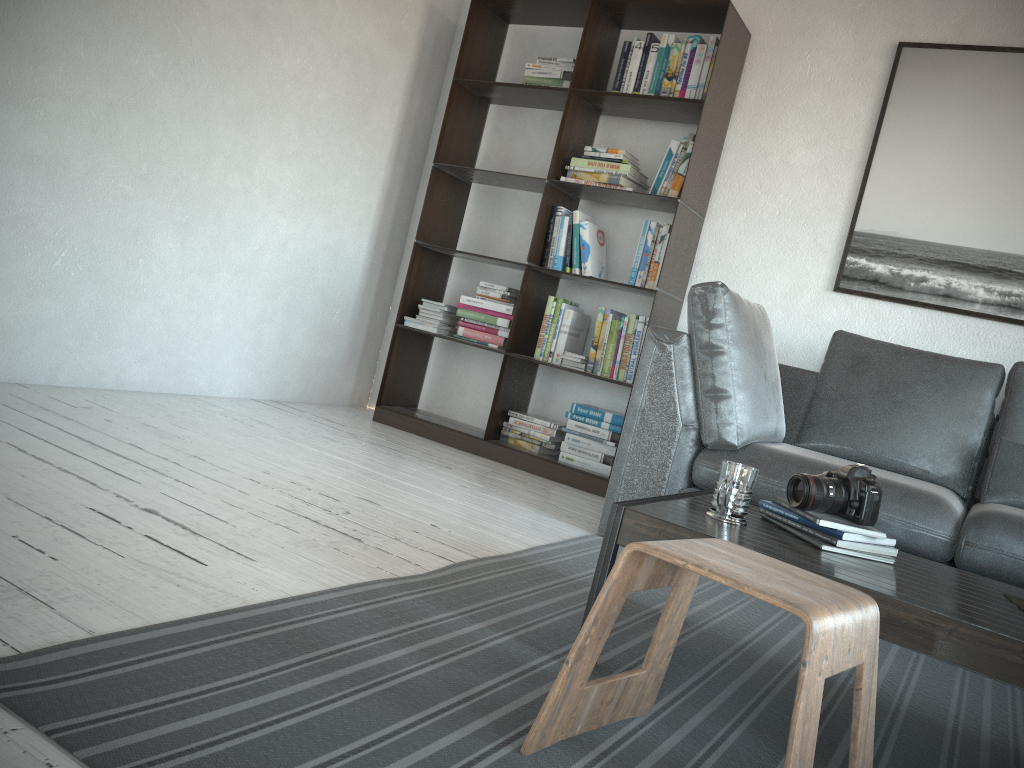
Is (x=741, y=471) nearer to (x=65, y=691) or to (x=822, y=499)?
(x=822, y=499)

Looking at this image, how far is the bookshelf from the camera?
3.76m

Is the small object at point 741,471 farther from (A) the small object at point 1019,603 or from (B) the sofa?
(B) the sofa

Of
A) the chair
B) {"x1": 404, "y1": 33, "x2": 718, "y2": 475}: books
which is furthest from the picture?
the chair

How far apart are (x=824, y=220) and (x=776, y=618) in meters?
2.0

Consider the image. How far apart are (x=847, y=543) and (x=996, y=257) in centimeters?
222cm

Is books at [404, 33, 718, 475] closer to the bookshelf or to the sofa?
the bookshelf

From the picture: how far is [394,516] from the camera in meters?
2.5 m

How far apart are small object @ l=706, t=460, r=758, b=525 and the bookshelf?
1.9m

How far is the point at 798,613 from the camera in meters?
1.1 m
